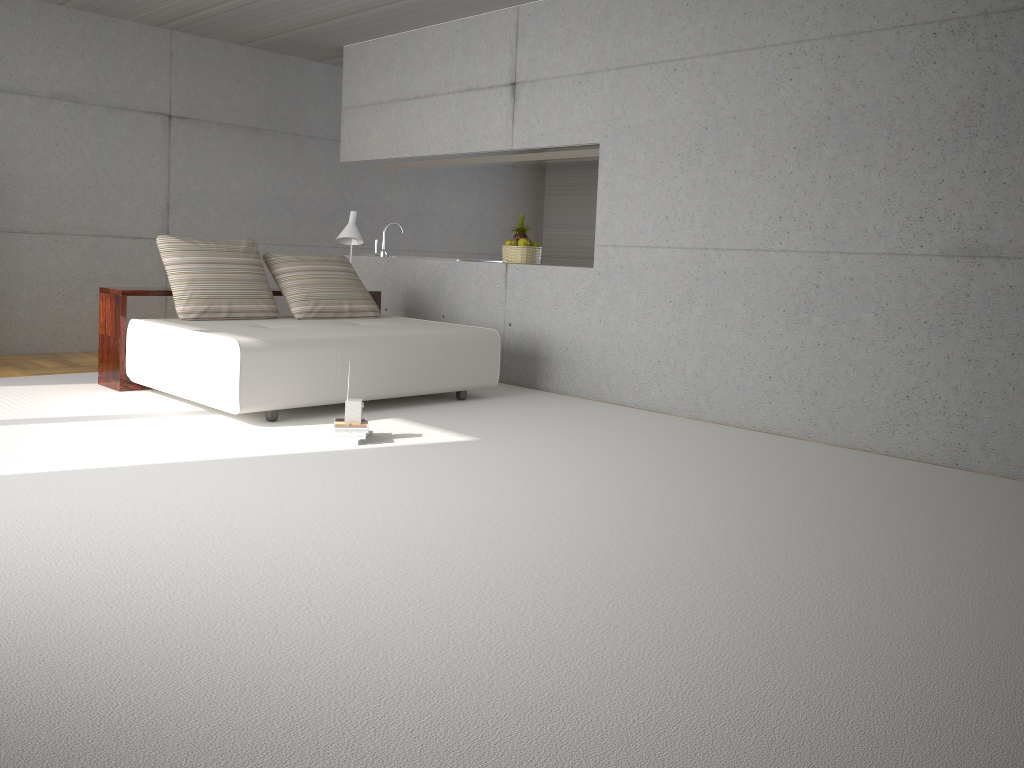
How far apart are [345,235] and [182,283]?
1.7 meters

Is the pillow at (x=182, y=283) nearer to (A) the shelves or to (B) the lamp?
(A) the shelves

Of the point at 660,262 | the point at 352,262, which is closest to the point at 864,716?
the point at 660,262

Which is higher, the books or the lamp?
the lamp

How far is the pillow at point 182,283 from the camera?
6.24m

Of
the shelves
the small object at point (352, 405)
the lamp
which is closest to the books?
the small object at point (352, 405)

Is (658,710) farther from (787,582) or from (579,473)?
(579,473)

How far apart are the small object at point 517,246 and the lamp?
1.3 meters

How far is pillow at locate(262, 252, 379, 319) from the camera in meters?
6.8

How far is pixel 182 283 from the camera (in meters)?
6.24
